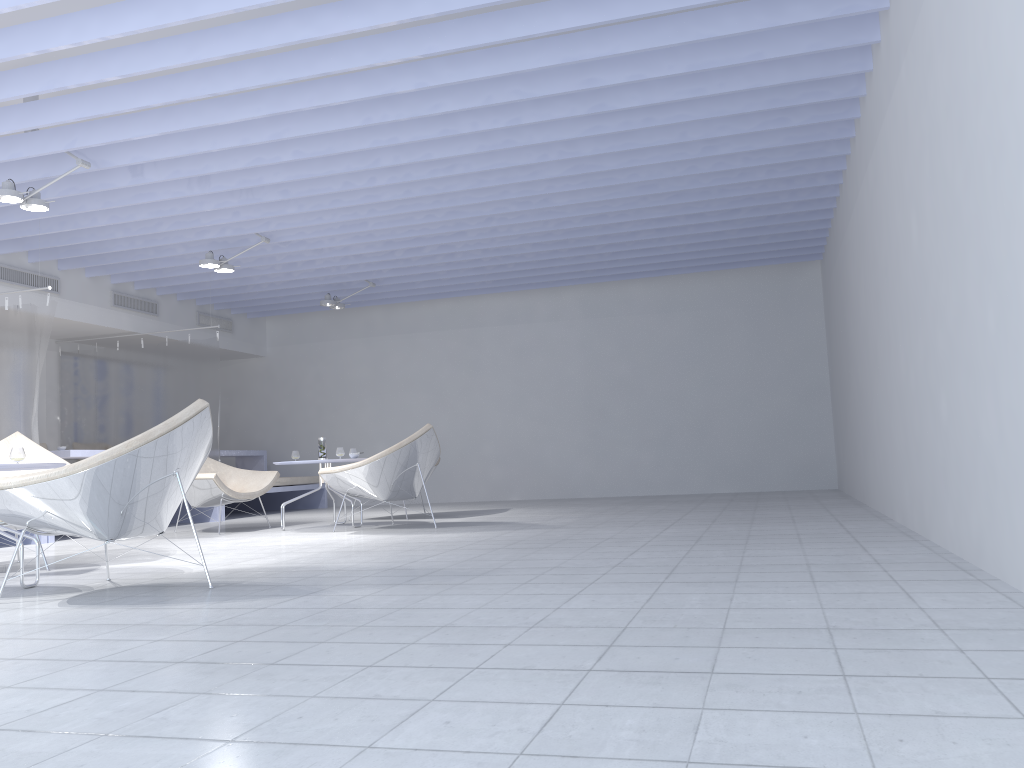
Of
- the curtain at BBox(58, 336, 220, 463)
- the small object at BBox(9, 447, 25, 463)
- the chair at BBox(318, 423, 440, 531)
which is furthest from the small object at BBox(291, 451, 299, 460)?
the small object at BBox(9, 447, 25, 463)

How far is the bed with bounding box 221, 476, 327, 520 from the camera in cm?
1006

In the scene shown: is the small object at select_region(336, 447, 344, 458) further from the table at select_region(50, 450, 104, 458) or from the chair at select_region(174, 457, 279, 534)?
the table at select_region(50, 450, 104, 458)

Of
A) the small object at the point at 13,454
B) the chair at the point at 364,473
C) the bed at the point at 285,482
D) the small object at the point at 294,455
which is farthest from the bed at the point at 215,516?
the small object at the point at 13,454

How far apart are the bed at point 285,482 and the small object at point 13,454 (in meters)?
4.80

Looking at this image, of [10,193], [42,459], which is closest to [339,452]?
[42,459]

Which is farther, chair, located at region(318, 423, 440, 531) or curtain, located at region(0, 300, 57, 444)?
curtain, located at region(0, 300, 57, 444)

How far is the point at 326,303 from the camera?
9.5 meters

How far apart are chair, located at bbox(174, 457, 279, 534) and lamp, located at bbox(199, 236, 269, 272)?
1.7m

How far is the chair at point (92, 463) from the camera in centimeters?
326cm
